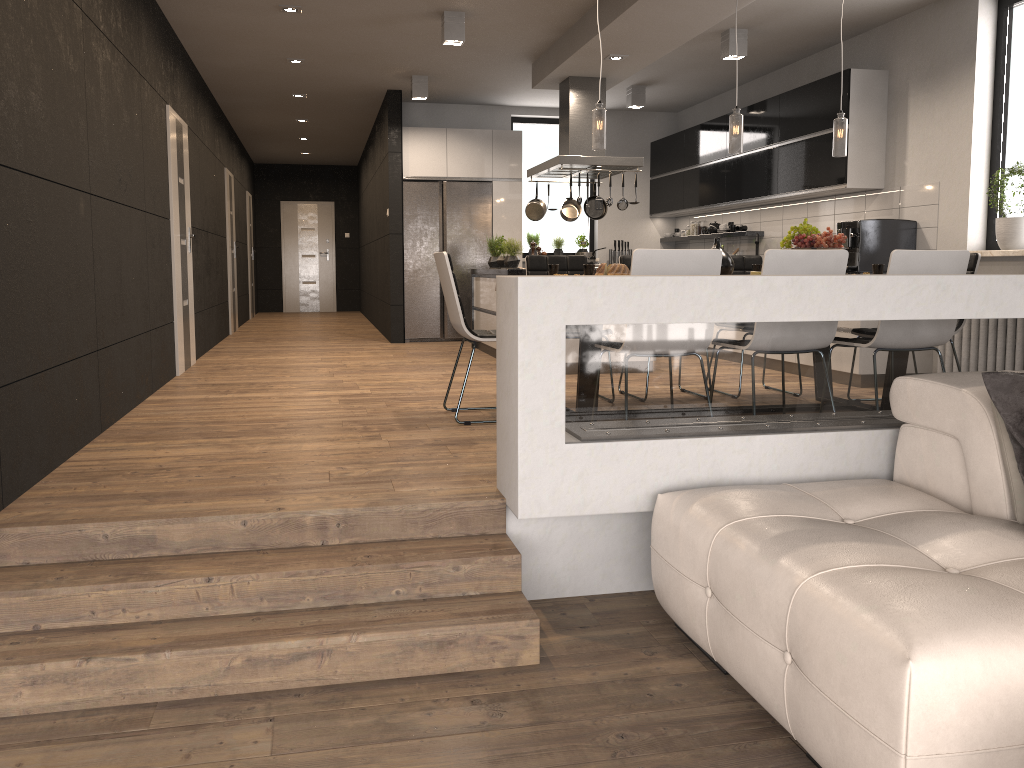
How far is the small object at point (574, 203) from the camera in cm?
861

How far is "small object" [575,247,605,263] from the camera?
8.4m

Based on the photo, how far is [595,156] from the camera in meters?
7.4 m

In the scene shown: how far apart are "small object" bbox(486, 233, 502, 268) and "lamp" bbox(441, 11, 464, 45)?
2.3 meters

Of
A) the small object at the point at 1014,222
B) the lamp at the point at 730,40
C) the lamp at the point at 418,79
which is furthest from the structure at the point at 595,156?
the small object at the point at 1014,222

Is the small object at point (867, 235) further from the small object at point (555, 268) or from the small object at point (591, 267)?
the small object at point (591, 267)

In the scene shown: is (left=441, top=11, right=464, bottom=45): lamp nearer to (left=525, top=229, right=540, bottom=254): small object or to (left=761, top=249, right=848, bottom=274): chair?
(left=761, top=249, right=848, bottom=274): chair

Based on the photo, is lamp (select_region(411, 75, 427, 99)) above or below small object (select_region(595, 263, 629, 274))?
above

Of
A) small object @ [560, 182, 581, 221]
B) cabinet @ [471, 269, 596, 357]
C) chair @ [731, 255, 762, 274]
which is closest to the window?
chair @ [731, 255, 762, 274]

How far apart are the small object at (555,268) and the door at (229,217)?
7.01m
